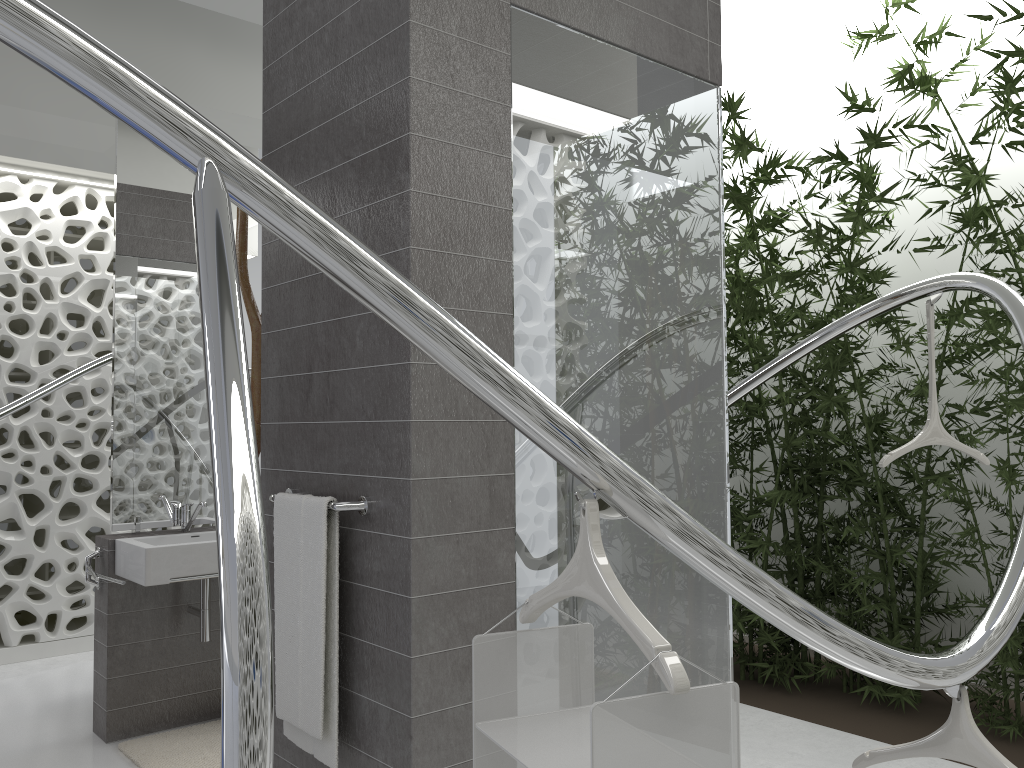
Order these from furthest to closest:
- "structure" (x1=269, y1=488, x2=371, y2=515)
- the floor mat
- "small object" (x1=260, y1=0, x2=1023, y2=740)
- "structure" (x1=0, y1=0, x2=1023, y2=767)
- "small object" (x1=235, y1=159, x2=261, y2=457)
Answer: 1. "small object" (x1=260, y1=0, x2=1023, y2=740)
2. the floor mat
3. "small object" (x1=235, y1=159, x2=261, y2=457)
4. "structure" (x1=269, y1=488, x2=371, y2=515)
5. "structure" (x1=0, y1=0, x2=1023, y2=767)

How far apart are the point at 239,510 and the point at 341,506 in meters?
1.4 m

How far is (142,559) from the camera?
3.5m

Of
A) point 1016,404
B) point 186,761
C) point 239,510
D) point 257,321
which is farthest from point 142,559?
point 1016,404

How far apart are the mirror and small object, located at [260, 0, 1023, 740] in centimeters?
241cm

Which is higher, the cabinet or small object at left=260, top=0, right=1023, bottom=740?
small object at left=260, top=0, right=1023, bottom=740

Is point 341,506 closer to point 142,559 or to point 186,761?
point 142,559

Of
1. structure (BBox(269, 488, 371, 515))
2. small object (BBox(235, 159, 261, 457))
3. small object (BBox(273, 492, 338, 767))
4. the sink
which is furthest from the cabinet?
structure (BBox(269, 488, 371, 515))

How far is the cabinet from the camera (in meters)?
3.75

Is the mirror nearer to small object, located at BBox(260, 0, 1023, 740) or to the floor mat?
the floor mat
